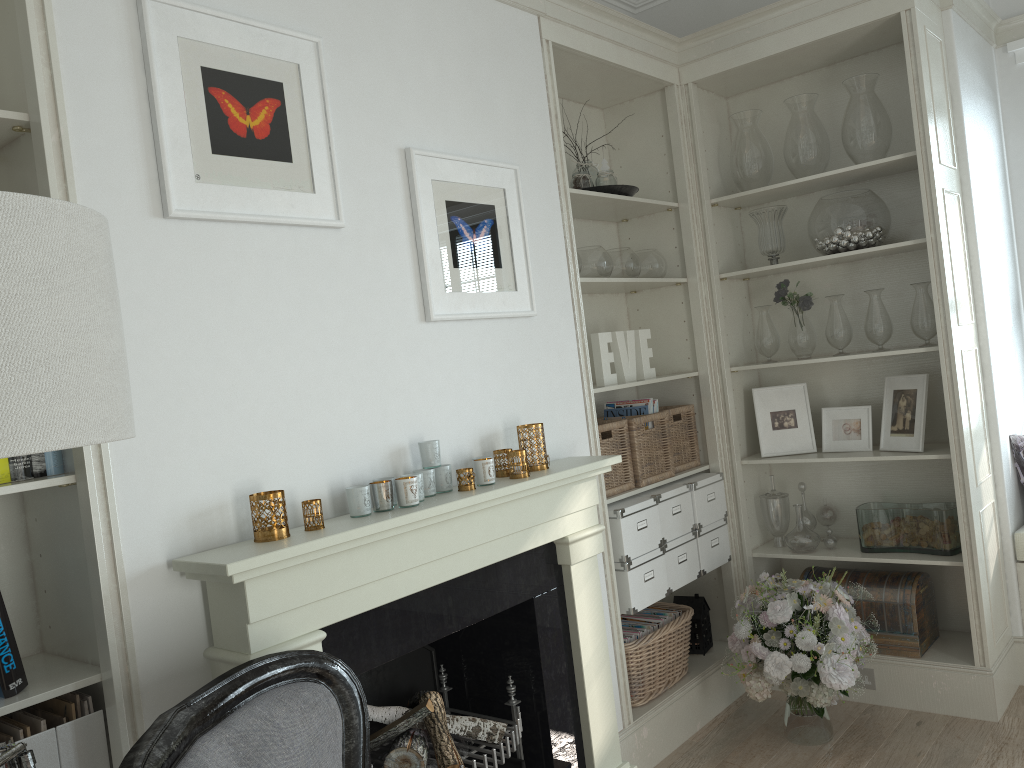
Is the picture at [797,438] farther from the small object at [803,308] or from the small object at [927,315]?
the small object at [927,315]

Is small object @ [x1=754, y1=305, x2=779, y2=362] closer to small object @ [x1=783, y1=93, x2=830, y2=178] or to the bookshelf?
small object @ [x1=783, y1=93, x2=830, y2=178]

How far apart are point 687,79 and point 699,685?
2.5m

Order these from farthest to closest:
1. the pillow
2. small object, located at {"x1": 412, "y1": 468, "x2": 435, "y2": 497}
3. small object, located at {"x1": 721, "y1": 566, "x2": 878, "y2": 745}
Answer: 1. the pillow
2. small object, located at {"x1": 721, "y1": 566, "x2": 878, "y2": 745}
3. small object, located at {"x1": 412, "y1": 468, "x2": 435, "y2": 497}

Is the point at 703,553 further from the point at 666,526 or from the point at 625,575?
the point at 625,575

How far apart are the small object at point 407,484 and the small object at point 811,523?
2.3m

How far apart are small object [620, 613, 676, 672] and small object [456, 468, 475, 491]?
1.42m

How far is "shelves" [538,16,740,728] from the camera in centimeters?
314cm

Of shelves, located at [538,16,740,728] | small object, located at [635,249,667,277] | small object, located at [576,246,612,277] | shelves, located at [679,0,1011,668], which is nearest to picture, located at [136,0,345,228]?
shelves, located at [538,16,740,728]

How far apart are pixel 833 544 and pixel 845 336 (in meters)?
0.88
